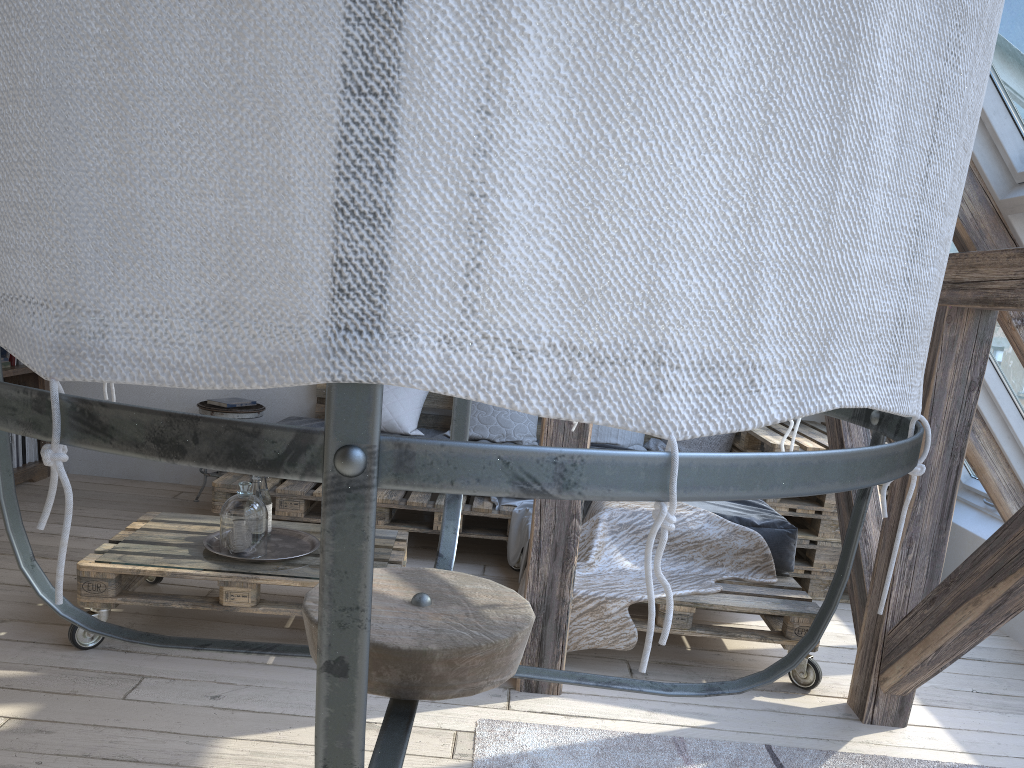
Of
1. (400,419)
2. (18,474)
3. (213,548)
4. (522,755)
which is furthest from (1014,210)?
(18,474)

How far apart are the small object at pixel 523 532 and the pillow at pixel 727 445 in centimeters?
71cm

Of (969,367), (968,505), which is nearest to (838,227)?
(969,367)

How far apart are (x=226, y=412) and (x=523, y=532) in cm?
177

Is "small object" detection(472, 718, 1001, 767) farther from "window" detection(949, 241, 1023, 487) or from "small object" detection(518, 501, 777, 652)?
"window" detection(949, 241, 1023, 487)

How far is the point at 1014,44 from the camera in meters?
2.3 m

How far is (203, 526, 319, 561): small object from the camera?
3.0m

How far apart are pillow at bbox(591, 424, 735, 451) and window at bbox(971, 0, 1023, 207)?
2.10m

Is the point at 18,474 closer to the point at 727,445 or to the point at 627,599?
the point at 627,599

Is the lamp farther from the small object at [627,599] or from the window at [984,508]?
the window at [984,508]
